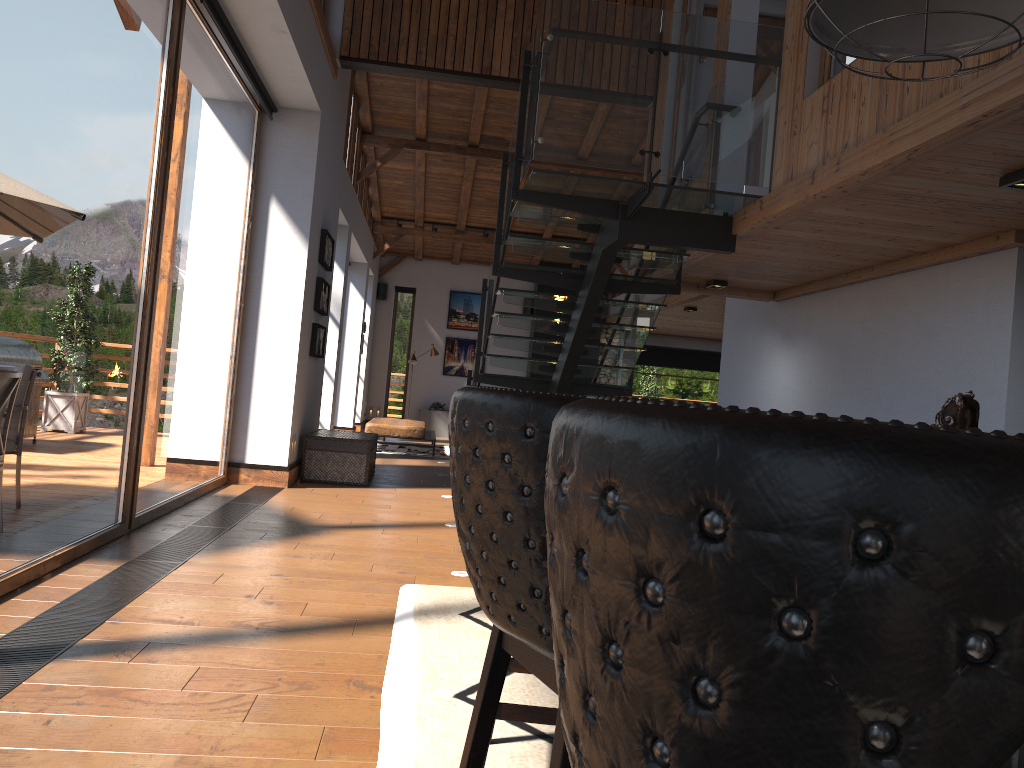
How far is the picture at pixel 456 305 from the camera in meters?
18.9

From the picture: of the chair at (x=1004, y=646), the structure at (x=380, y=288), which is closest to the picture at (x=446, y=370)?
the structure at (x=380, y=288)

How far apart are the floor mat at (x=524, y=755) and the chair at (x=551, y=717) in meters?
0.2 m

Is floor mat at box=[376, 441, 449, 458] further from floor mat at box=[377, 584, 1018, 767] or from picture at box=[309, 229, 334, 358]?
floor mat at box=[377, 584, 1018, 767]

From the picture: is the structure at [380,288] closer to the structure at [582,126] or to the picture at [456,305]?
the picture at [456,305]

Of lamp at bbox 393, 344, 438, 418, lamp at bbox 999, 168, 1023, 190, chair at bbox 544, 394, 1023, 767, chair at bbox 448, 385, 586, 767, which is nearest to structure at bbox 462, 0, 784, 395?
lamp at bbox 999, 168, 1023, 190

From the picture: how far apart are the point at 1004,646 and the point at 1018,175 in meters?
4.5

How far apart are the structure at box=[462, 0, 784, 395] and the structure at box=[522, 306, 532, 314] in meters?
8.7 m

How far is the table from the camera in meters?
8.9 m

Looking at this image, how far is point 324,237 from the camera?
9.1 meters
